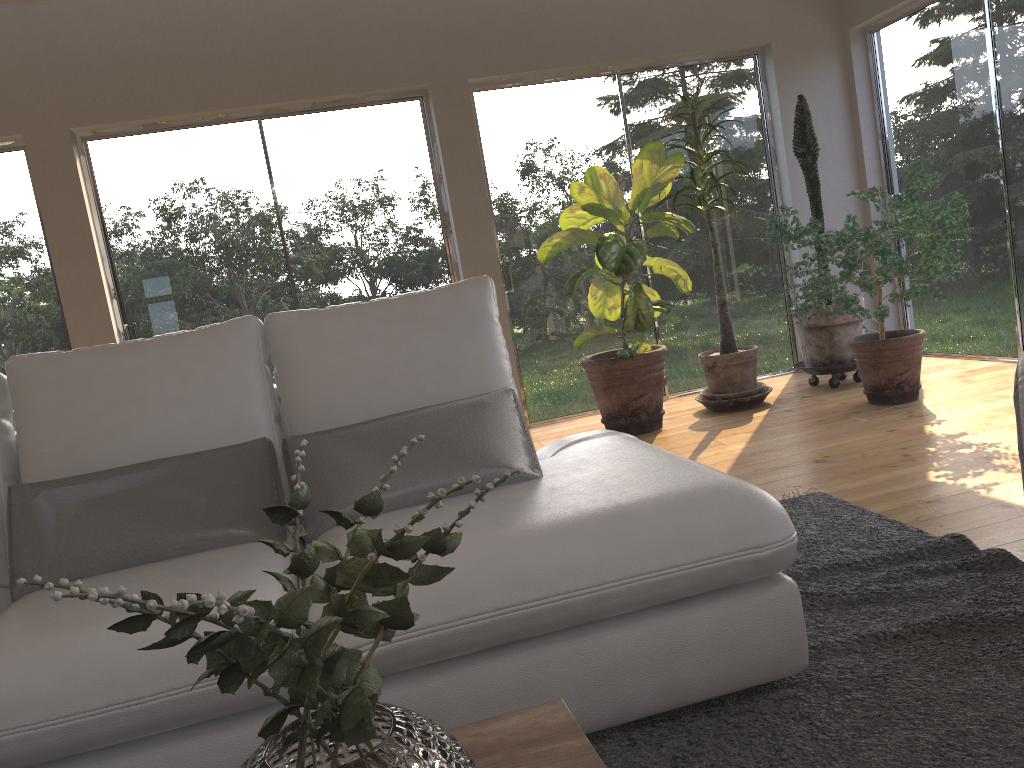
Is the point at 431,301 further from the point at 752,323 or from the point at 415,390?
the point at 752,323

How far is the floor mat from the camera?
1.6 meters

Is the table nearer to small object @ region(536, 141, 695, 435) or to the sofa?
the sofa

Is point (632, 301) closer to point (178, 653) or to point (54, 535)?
point (54, 535)

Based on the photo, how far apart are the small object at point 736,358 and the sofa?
2.51m

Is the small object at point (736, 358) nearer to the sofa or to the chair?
the sofa

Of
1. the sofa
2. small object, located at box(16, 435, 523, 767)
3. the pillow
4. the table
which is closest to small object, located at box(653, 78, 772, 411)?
the sofa

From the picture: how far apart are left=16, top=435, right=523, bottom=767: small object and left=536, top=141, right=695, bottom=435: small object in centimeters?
347cm

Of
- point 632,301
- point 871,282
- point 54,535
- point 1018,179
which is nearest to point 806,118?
point 1018,179

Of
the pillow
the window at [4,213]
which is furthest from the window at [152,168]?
the pillow
